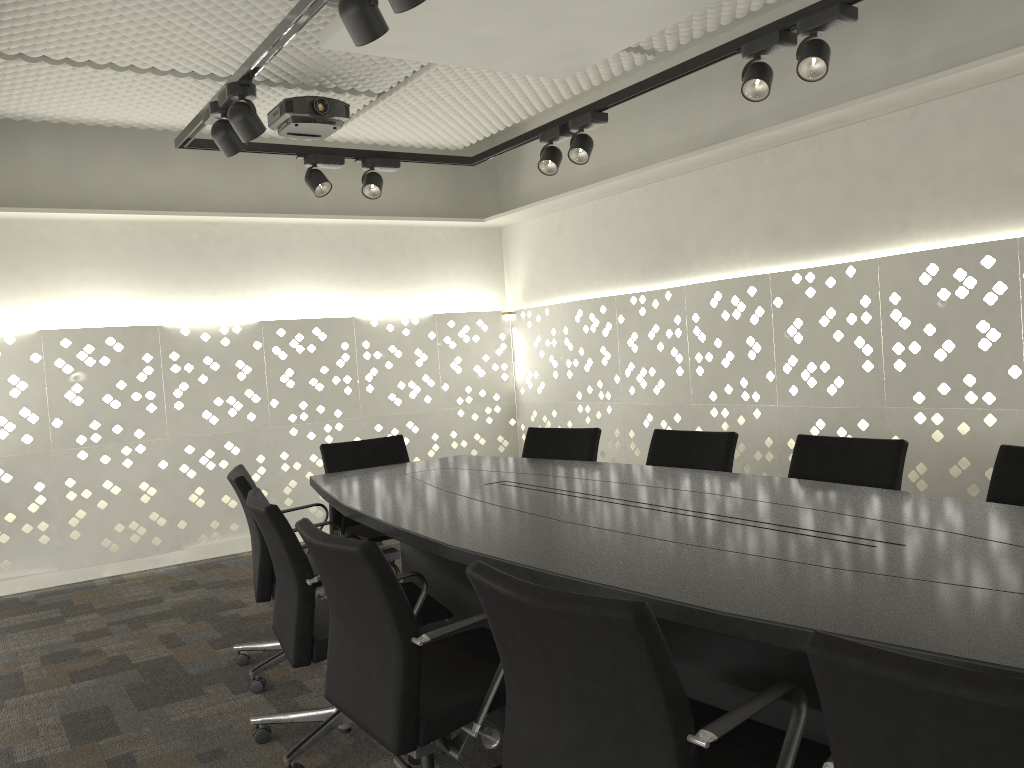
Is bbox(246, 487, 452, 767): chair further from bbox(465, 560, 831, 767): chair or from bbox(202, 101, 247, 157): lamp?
bbox(202, 101, 247, 157): lamp

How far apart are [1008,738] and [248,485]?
2.57m

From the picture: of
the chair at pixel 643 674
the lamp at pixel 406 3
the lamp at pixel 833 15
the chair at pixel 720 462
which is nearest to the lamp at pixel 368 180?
the chair at pixel 720 462

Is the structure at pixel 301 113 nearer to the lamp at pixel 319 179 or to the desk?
the lamp at pixel 319 179

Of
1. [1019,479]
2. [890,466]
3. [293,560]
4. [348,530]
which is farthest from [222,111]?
[1019,479]

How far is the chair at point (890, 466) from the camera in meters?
2.8 m

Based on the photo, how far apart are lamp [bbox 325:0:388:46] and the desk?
1.23m

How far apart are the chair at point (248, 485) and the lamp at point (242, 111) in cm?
114

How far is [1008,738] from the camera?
0.91m

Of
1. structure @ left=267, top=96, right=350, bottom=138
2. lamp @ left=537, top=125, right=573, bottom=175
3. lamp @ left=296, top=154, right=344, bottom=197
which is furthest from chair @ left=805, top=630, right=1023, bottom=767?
structure @ left=267, top=96, right=350, bottom=138
